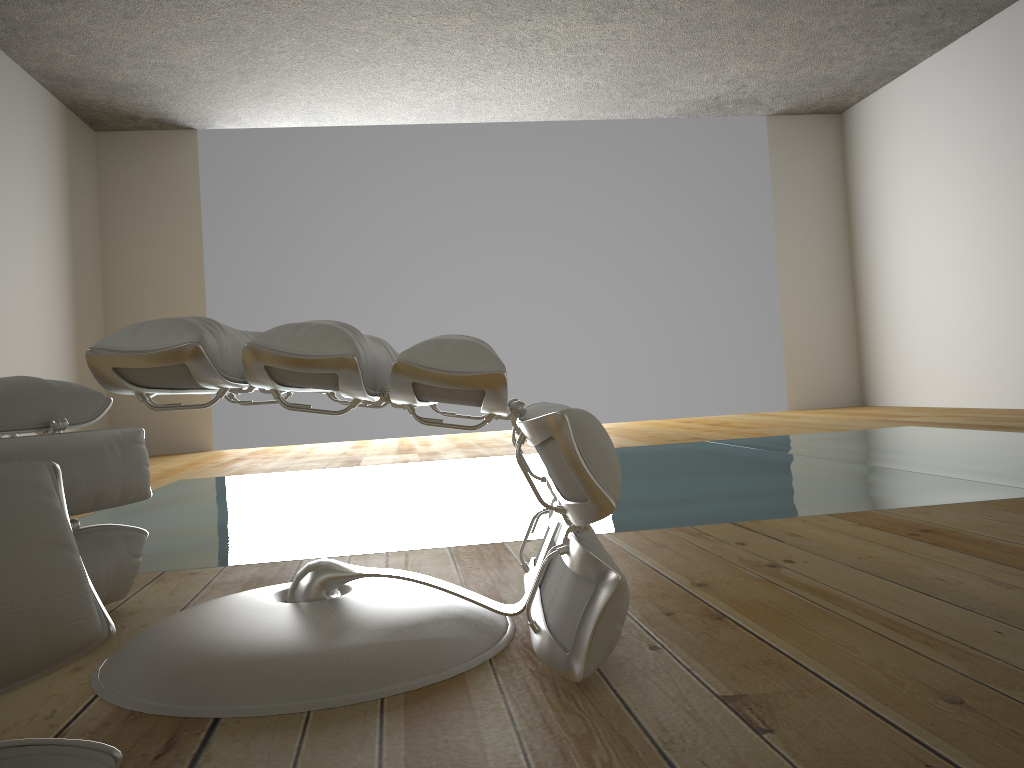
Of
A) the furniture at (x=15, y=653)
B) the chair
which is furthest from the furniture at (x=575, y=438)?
the furniture at (x=15, y=653)

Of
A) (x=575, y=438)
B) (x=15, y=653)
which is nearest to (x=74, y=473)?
(x=575, y=438)

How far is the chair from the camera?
1.3m

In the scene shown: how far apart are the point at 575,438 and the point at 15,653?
0.6 meters

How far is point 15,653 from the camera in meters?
0.5 m

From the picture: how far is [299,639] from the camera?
1.04m

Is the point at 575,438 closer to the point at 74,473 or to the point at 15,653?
the point at 15,653

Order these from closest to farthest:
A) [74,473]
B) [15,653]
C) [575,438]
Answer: [15,653]
[575,438]
[74,473]

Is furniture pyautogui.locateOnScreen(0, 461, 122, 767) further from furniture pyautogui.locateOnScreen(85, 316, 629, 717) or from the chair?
the chair

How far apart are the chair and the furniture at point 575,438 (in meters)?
0.25
